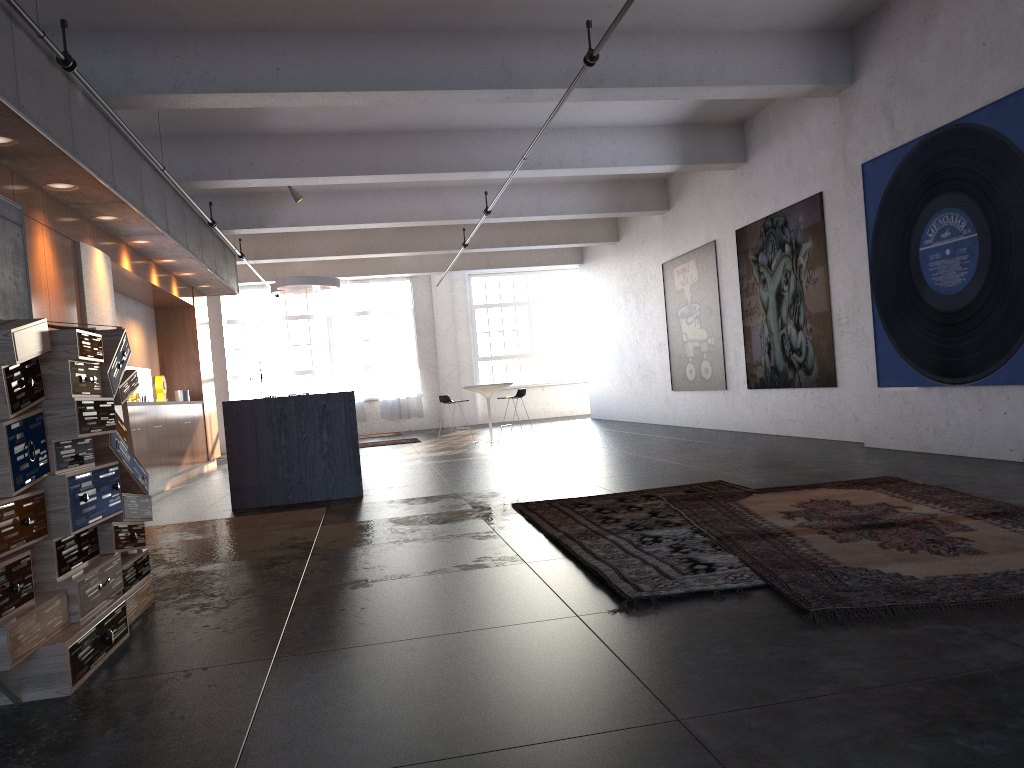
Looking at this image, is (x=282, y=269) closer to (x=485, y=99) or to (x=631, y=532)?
(x=485, y=99)

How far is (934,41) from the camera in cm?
715

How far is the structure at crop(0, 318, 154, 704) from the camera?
2.9m

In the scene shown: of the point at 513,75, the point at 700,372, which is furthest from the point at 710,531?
the point at 700,372

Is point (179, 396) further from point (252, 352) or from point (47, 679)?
point (47, 679)

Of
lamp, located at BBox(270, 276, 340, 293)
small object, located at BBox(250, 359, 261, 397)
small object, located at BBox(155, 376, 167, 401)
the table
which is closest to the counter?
small object, located at BBox(155, 376, 167, 401)

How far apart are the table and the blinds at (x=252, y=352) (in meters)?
8.16

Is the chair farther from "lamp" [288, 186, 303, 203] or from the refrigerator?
the refrigerator

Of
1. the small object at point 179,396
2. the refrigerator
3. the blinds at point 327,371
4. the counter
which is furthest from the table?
the blinds at point 327,371

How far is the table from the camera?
14.5m
